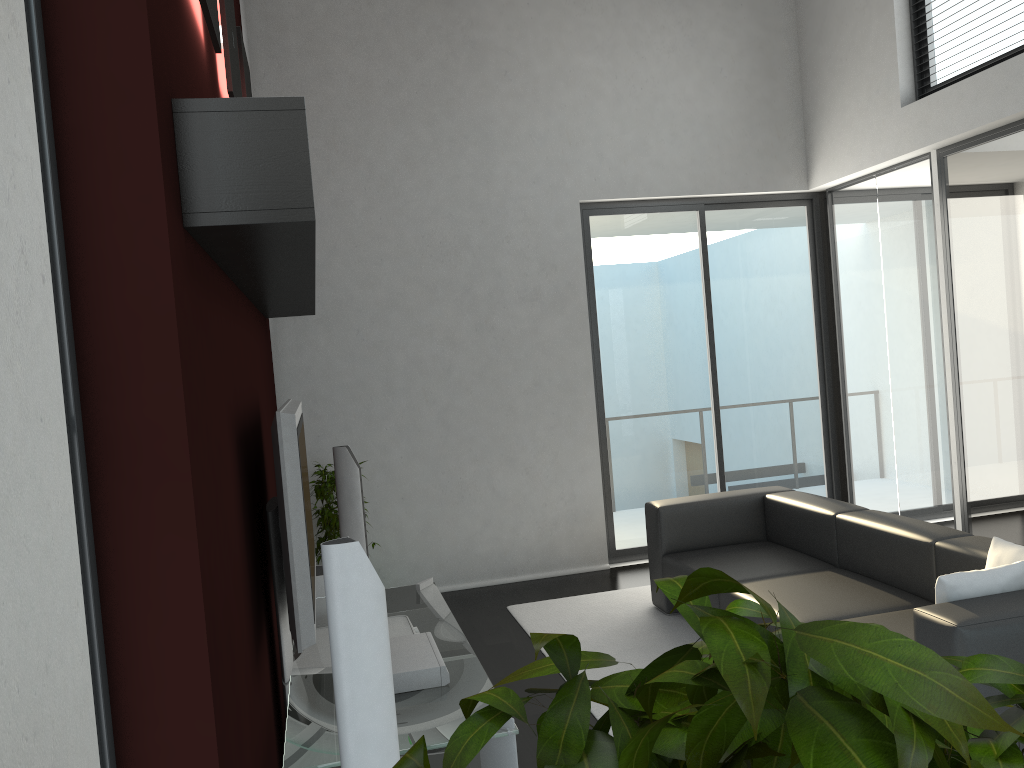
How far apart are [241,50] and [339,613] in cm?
338

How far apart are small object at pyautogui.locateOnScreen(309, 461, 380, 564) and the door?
2.0m

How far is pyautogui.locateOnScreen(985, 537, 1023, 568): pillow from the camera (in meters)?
3.30

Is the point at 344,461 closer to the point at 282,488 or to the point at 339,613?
the point at 282,488

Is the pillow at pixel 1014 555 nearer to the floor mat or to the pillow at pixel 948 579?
the pillow at pixel 948 579

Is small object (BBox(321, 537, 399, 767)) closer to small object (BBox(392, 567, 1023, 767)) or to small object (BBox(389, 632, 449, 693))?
small object (BBox(389, 632, 449, 693))

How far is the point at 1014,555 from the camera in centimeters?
330cm

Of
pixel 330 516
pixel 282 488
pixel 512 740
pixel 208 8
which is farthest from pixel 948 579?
pixel 330 516

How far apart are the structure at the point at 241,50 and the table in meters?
2.2

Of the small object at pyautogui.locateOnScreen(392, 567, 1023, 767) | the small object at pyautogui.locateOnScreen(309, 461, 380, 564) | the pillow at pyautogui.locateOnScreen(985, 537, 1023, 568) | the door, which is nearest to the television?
the small object at pyautogui.locateOnScreen(309, 461, 380, 564)
